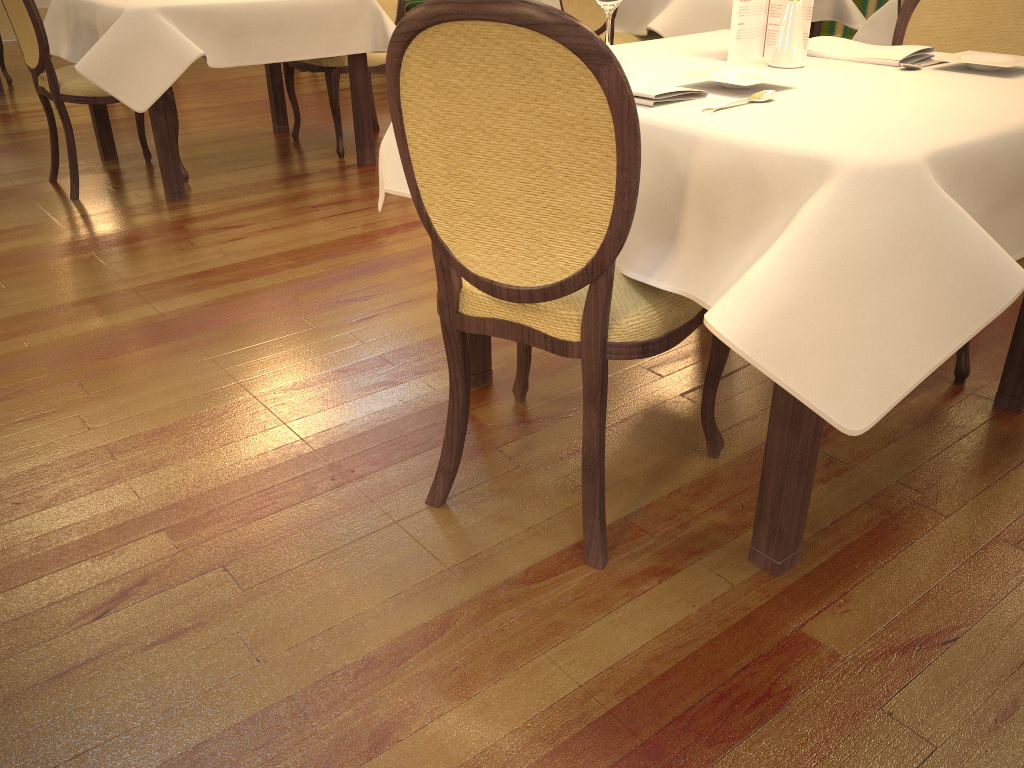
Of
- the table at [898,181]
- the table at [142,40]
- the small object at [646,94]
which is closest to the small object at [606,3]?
the table at [898,181]

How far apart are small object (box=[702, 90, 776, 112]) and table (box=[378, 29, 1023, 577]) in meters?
0.0 m

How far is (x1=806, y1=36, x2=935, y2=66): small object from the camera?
1.87m

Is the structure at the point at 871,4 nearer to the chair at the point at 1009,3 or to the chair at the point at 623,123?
the chair at the point at 1009,3

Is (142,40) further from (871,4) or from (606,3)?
(871,4)

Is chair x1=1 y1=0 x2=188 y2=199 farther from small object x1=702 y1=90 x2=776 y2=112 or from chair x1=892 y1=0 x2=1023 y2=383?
small object x1=702 y1=90 x2=776 y2=112

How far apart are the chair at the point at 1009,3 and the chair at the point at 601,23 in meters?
2.2 m

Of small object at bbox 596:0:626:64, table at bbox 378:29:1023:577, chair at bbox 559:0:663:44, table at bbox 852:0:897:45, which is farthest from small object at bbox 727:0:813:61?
chair at bbox 559:0:663:44

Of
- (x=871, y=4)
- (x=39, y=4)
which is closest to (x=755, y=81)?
(x=871, y=4)

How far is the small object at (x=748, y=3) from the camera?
1.92m
